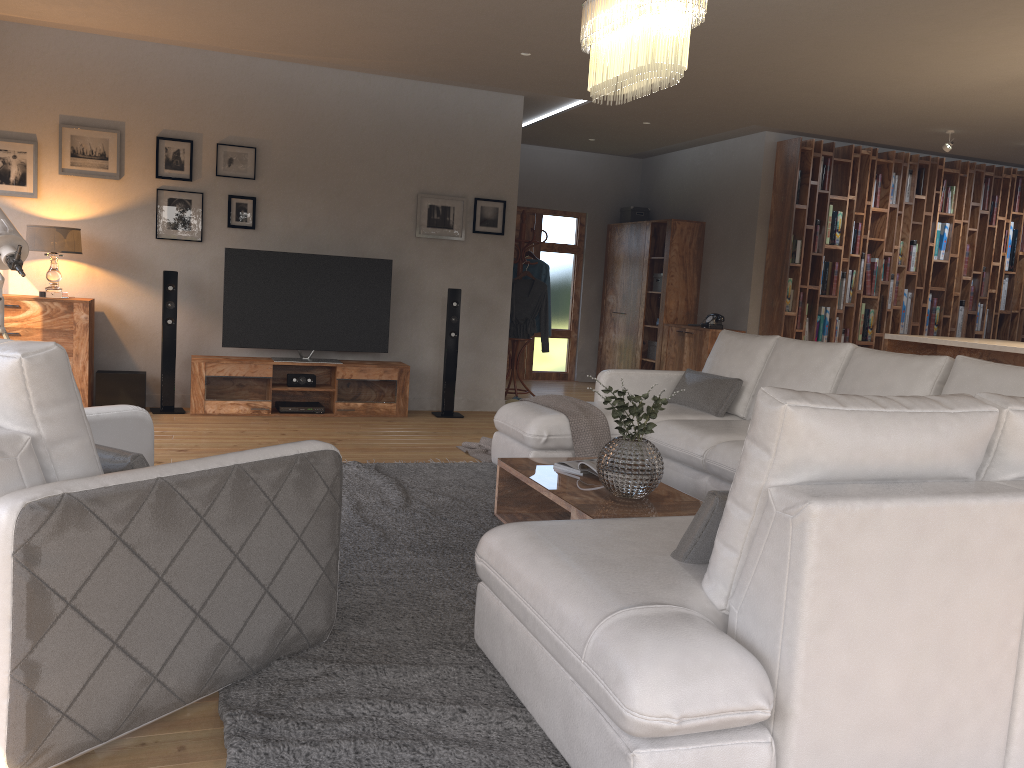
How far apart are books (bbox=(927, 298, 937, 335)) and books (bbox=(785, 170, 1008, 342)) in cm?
132

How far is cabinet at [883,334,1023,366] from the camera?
5.76m

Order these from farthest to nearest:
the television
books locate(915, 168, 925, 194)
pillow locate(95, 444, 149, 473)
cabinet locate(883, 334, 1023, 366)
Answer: books locate(915, 168, 925, 194), the television, cabinet locate(883, 334, 1023, 366), pillow locate(95, 444, 149, 473)

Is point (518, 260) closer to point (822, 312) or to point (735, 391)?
point (822, 312)

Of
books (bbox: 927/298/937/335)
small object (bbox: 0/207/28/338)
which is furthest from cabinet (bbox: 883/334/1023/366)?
small object (bbox: 0/207/28/338)

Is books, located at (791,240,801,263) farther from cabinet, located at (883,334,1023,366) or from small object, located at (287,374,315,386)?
small object, located at (287,374,315,386)

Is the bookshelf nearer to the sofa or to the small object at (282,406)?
the sofa

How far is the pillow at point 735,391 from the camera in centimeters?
533cm

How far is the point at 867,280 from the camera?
8.9m

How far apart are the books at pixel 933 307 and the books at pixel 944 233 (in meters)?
0.56
